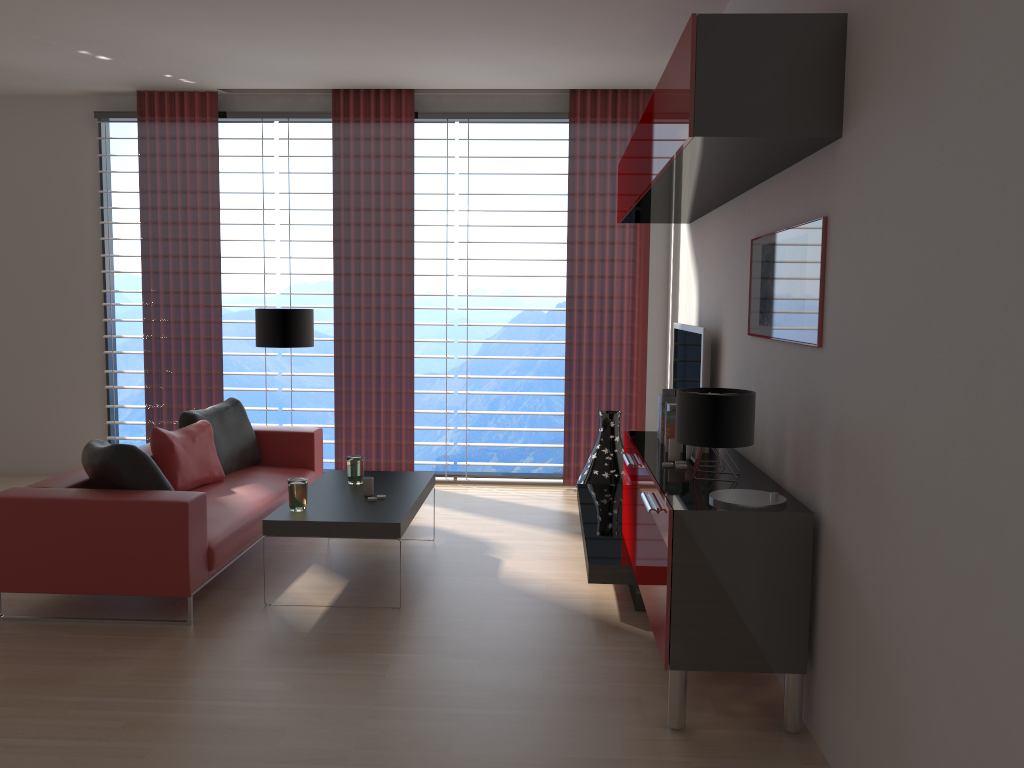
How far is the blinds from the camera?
9.4m

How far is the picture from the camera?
4.19m

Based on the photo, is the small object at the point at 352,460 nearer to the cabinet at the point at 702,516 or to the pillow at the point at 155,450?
the pillow at the point at 155,450

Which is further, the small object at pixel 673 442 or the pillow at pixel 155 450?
the pillow at pixel 155 450

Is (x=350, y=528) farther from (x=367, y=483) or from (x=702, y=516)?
(x=702, y=516)

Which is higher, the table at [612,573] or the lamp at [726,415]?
the lamp at [726,415]

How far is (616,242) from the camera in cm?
937

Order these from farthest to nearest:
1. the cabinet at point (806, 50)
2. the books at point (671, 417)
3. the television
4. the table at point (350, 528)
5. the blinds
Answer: the blinds, the television, the table at point (350, 528), the books at point (671, 417), the cabinet at point (806, 50)

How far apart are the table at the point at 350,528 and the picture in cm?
255

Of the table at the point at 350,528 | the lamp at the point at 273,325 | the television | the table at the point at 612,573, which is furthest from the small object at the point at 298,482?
the television
